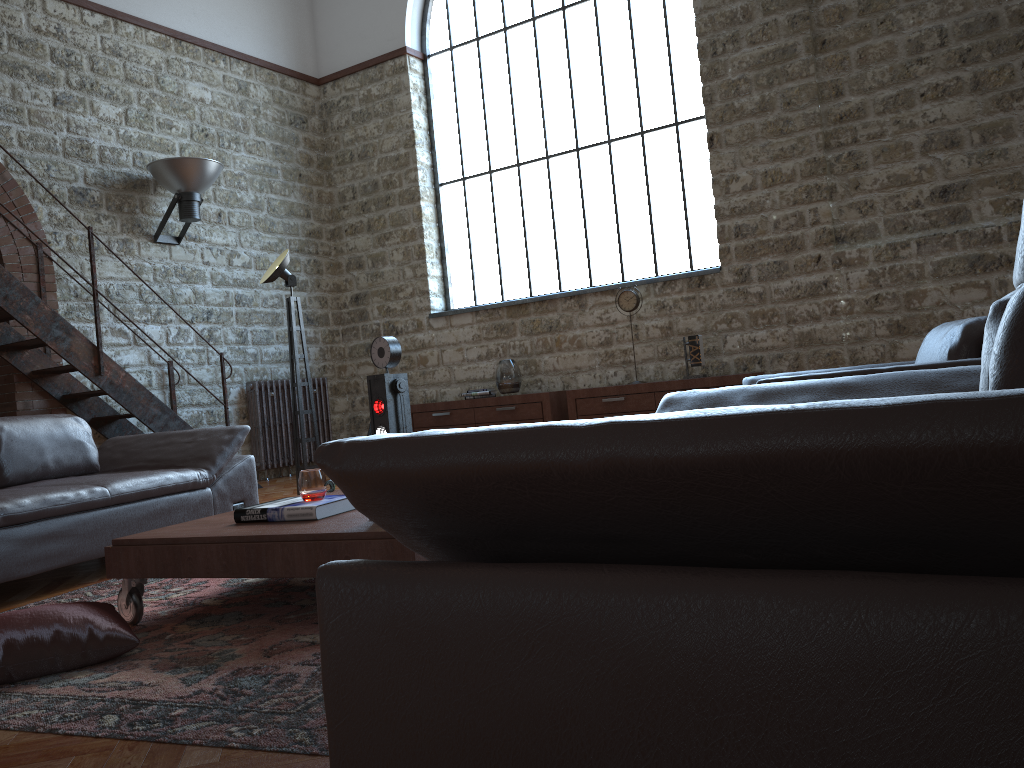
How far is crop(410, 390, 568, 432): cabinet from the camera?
8.15m

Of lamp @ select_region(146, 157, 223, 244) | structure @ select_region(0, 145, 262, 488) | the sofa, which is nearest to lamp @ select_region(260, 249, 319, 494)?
lamp @ select_region(146, 157, 223, 244)

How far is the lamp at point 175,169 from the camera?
7.7m

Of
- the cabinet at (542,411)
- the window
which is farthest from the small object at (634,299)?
the cabinet at (542,411)

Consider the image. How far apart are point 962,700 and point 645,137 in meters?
7.9

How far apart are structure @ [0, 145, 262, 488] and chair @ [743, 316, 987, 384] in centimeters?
480cm

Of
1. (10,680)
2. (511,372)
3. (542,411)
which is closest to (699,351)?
(542,411)

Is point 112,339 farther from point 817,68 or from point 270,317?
point 817,68

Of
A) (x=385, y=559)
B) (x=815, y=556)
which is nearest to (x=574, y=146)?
(x=385, y=559)

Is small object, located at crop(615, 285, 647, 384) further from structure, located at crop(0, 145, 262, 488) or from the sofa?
the sofa
